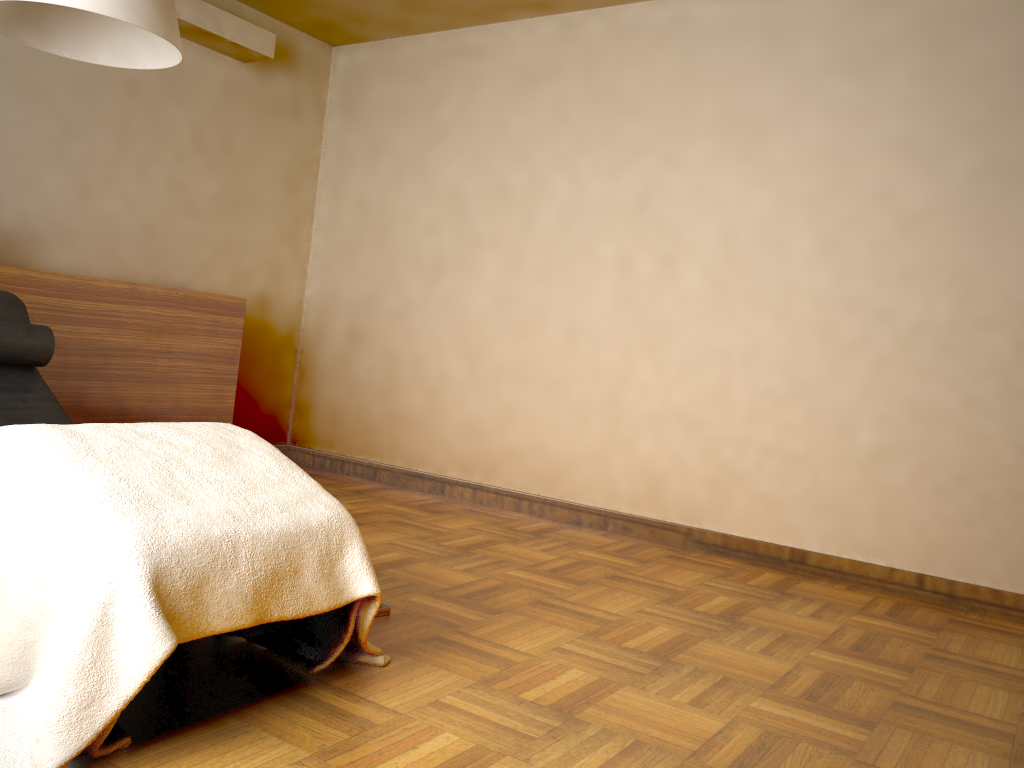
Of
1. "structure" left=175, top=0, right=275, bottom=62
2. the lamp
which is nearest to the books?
the lamp

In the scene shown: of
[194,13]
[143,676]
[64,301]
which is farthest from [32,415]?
[194,13]

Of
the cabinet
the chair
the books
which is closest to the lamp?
the chair

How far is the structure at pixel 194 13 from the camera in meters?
4.1

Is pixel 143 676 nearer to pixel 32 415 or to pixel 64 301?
pixel 32 415

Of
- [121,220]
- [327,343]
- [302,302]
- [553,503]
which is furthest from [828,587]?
[121,220]

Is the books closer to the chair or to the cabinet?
the chair

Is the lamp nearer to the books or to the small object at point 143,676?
the small object at point 143,676

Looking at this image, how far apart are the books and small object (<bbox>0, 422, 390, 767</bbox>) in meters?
0.4 m

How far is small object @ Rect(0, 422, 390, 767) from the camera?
1.5m
